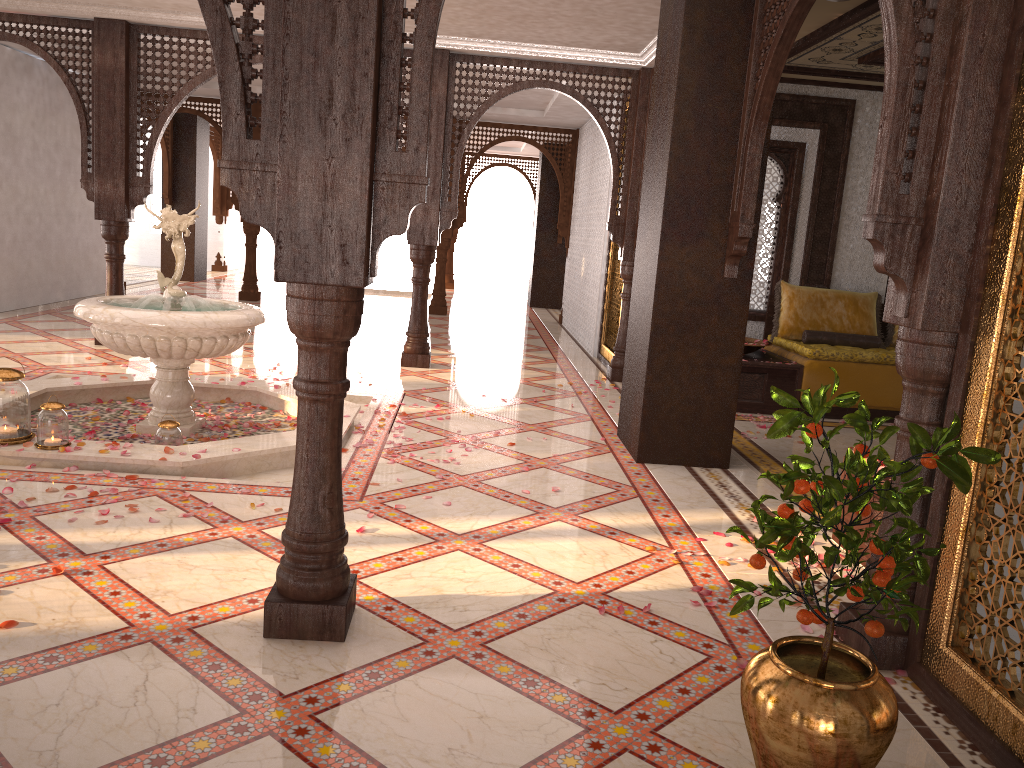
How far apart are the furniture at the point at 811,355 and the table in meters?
0.0

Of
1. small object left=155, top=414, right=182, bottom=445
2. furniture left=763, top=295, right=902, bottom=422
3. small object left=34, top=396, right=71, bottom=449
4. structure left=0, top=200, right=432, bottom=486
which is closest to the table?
furniture left=763, top=295, right=902, bottom=422

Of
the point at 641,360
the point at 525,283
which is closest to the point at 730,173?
the point at 641,360

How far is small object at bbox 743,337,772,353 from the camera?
7.4m

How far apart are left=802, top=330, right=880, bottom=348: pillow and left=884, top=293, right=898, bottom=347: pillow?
0.28m

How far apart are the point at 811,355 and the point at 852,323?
1.0m

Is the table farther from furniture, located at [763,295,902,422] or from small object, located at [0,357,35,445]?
small object, located at [0,357,35,445]

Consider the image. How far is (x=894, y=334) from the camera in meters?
7.9

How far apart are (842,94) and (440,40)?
3.6m

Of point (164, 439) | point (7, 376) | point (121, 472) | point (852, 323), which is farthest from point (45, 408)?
point (852, 323)
